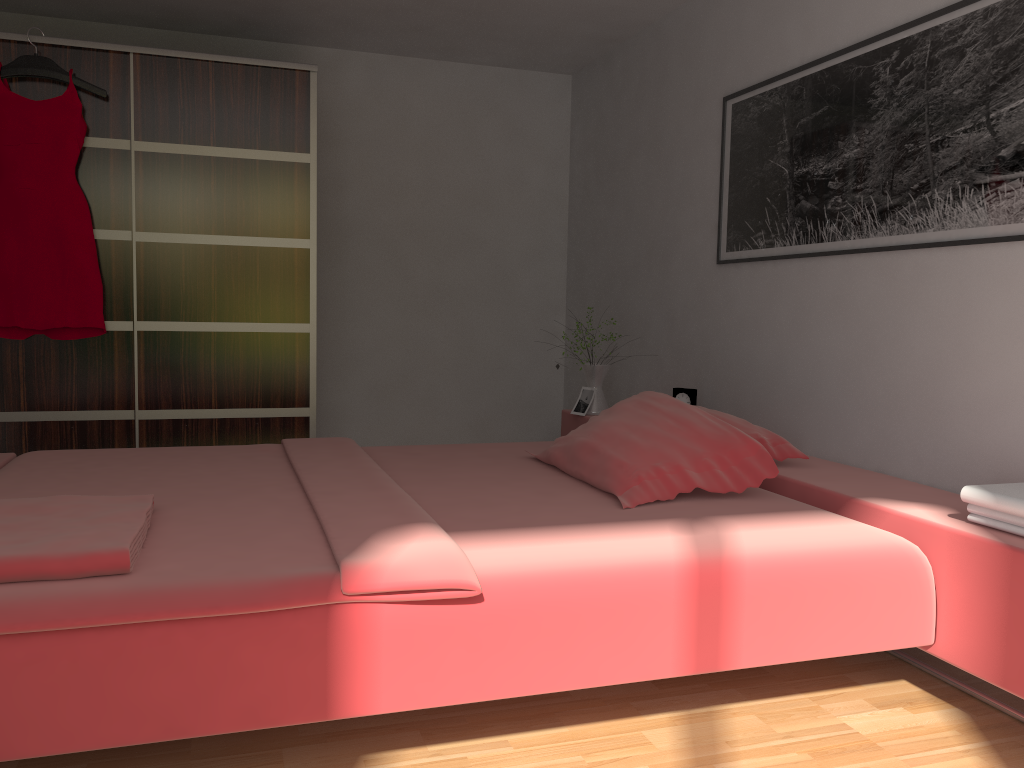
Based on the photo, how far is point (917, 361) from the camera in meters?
2.5

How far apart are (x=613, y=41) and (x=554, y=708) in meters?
3.4

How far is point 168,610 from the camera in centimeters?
149cm

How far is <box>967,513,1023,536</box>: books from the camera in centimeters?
192cm

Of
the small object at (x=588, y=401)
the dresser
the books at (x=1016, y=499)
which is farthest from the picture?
the dresser

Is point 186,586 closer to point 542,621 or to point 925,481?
point 542,621

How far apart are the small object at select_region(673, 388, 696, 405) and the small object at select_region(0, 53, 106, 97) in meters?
2.7 m

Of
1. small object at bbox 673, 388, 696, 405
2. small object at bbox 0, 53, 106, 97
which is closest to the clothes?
small object at bbox 0, 53, 106, 97

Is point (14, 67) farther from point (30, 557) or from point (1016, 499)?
point (1016, 499)

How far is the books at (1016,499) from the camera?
1.90m
